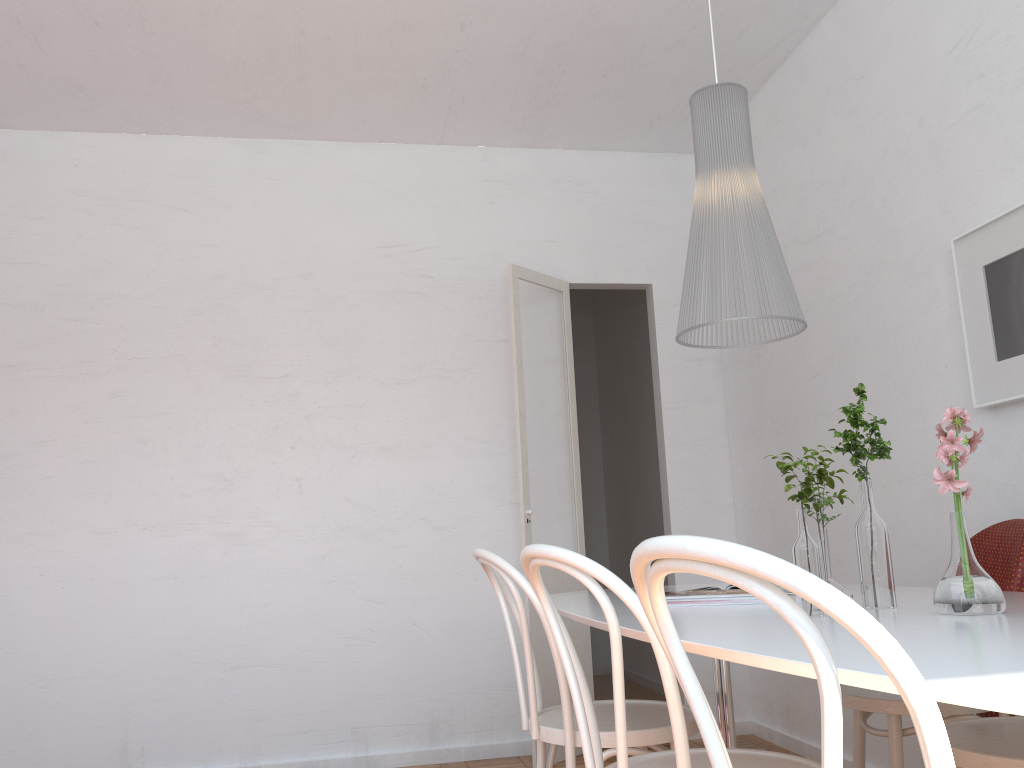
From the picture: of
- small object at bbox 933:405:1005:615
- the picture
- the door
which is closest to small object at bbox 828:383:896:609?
small object at bbox 933:405:1005:615

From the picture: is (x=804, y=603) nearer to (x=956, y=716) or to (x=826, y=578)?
(x=826, y=578)

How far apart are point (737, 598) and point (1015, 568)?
0.74m

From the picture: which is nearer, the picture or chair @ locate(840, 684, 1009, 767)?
chair @ locate(840, 684, 1009, 767)

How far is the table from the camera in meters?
0.8 m

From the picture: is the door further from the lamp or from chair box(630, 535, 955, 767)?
chair box(630, 535, 955, 767)

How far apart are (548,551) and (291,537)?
2.8 meters

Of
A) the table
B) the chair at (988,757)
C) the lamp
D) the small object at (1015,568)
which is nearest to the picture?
the small object at (1015,568)

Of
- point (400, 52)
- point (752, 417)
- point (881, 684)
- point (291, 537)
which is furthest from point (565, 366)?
point (881, 684)

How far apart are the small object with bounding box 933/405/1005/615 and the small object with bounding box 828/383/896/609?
0.1m
